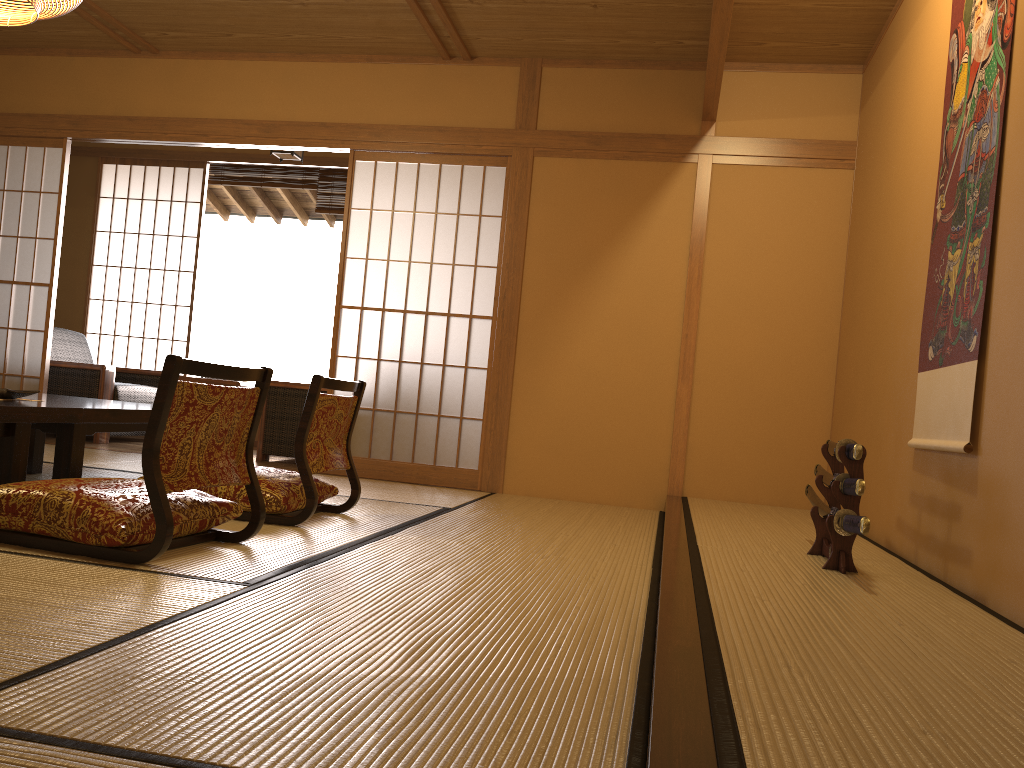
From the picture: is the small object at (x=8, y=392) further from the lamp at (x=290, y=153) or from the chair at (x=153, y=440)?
the lamp at (x=290, y=153)

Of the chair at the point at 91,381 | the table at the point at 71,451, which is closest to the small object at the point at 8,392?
the table at the point at 71,451

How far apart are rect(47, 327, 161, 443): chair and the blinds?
1.66m

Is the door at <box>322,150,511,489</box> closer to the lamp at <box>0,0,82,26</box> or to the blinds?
the blinds

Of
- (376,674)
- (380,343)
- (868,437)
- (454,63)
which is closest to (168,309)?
(380,343)

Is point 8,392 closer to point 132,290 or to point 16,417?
point 16,417

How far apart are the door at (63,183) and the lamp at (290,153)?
1.30m

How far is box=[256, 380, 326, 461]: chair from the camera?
5.7 meters

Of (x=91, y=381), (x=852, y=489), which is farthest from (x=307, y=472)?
(x=91, y=381)

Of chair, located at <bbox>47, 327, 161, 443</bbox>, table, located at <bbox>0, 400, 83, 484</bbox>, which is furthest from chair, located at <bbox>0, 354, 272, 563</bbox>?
chair, located at <bbox>47, 327, 161, 443</bbox>
